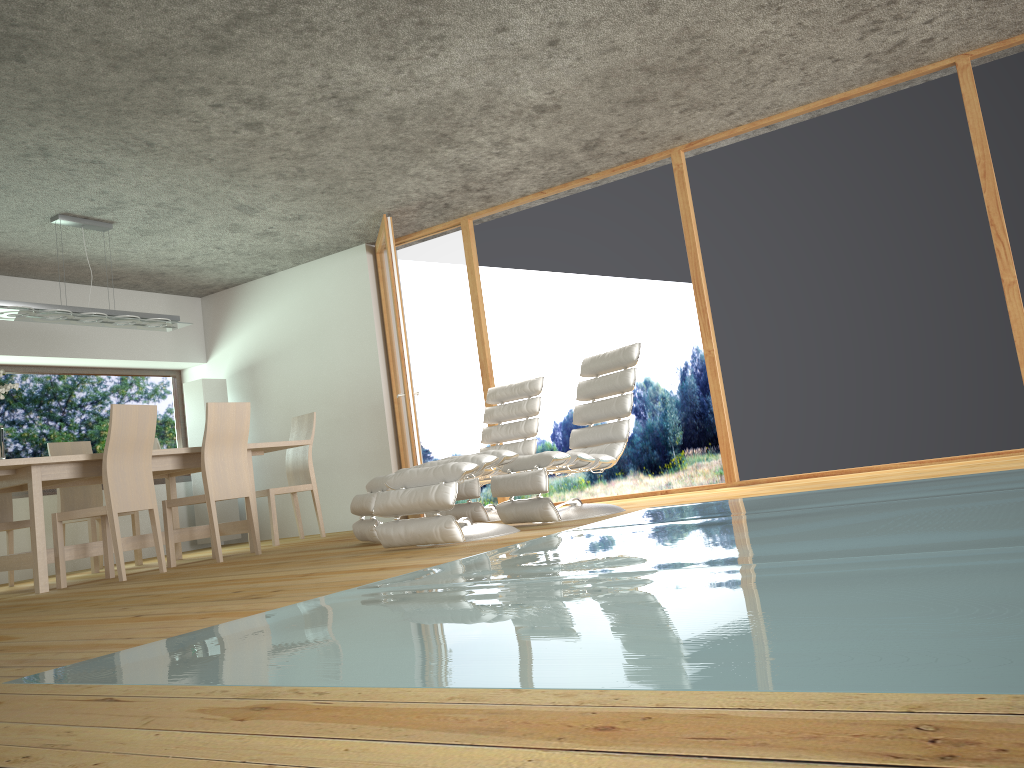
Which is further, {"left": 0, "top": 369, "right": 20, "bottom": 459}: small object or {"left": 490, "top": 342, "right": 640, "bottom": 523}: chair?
{"left": 0, "top": 369, "right": 20, "bottom": 459}: small object

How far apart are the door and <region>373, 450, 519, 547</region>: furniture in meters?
2.0

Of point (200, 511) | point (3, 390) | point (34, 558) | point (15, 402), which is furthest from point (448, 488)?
point (15, 402)

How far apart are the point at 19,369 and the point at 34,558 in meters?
3.2

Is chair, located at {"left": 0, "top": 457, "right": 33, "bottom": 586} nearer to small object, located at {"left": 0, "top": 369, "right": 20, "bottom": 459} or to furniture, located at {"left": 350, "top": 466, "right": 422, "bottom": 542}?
small object, located at {"left": 0, "top": 369, "right": 20, "bottom": 459}

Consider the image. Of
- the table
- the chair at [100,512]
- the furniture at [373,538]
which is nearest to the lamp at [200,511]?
the table

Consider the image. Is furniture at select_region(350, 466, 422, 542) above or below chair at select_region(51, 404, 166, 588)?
below

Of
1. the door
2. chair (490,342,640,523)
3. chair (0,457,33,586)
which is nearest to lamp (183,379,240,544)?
the door

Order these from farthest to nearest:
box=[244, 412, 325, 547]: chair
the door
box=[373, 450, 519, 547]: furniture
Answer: box=[244, 412, 325, 547]: chair, the door, box=[373, 450, 519, 547]: furniture

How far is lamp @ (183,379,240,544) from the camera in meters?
8.2 m
